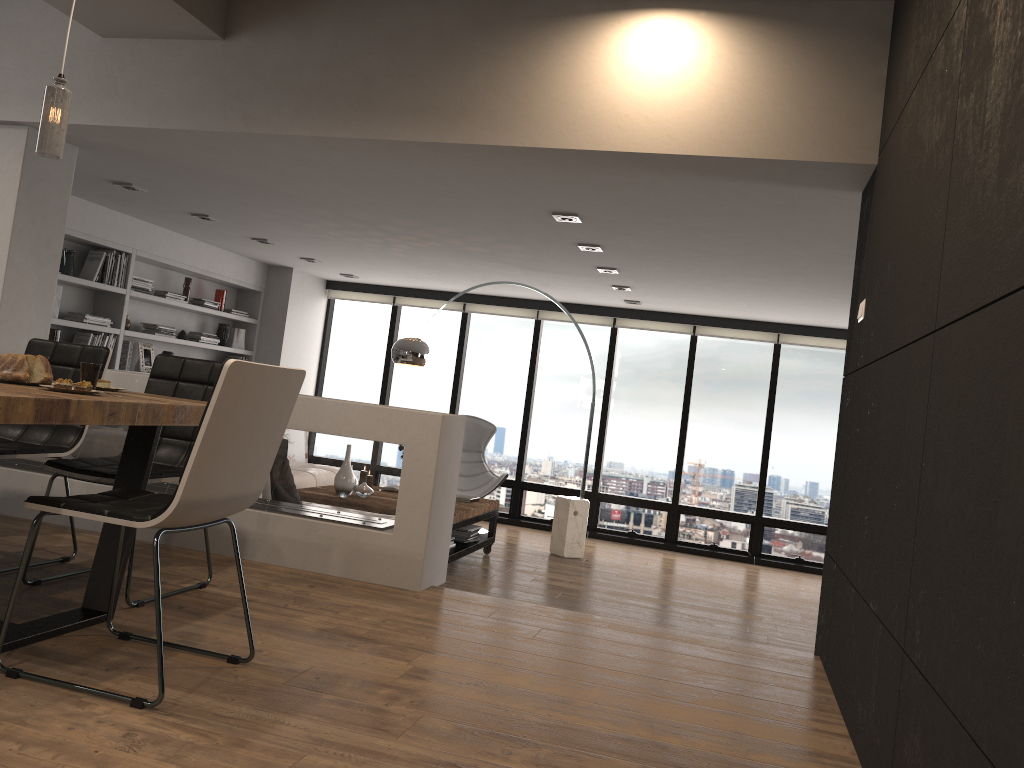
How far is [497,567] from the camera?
7.0 meters

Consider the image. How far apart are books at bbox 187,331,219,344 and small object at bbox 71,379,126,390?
5.6 meters

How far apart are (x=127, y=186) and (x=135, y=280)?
1.8 meters

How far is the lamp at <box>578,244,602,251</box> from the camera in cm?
611

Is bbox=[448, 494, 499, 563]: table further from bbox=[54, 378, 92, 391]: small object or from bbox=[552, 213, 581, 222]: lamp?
bbox=[54, 378, 92, 391]: small object

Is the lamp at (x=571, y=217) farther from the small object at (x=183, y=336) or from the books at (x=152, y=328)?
the small object at (x=183, y=336)

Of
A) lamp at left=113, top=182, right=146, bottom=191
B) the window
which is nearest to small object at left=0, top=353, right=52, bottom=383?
lamp at left=113, top=182, right=146, bottom=191

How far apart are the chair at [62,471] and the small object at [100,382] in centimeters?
31cm

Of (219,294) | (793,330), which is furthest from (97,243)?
(793,330)

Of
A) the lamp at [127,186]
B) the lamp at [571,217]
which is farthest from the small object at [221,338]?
the lamp at [571,217]
